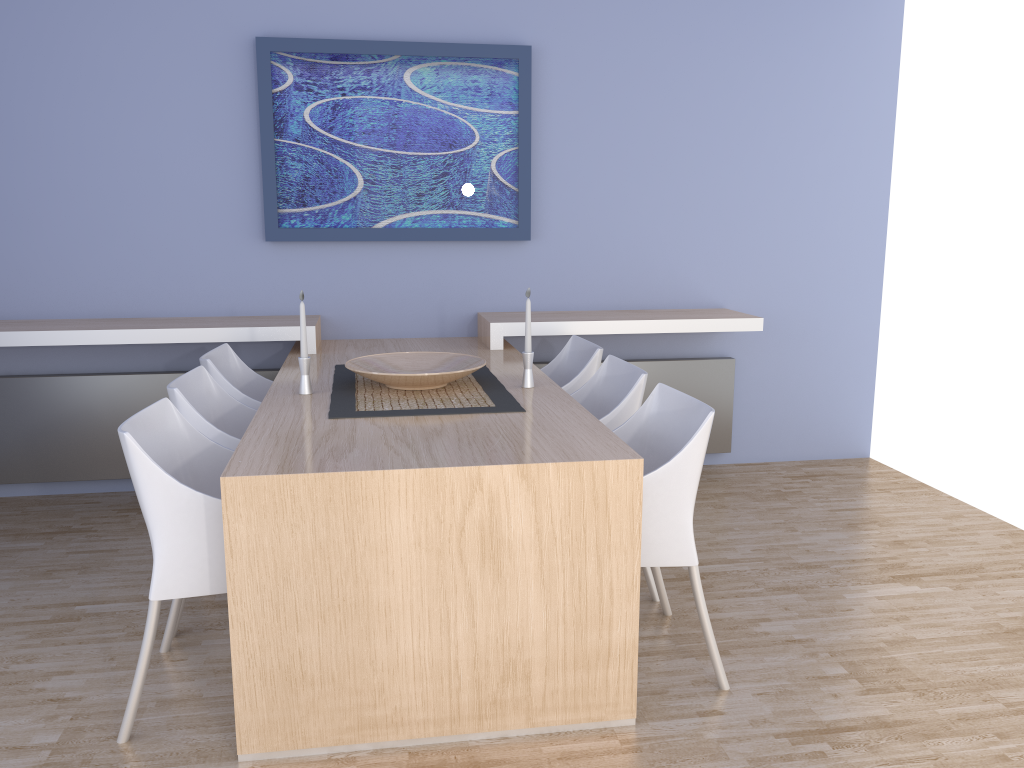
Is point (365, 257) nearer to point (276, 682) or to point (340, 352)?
point (340, 352)

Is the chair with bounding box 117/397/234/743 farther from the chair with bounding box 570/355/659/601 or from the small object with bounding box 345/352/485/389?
the chair with bounding box 570/355/659/601

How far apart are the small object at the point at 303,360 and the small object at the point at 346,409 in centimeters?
9cm

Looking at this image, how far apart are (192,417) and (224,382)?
0.6 meters

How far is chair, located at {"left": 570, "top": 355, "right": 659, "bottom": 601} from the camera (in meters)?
2.95

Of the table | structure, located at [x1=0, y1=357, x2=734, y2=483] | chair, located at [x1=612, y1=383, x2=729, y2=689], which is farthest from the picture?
chair, located at [x1=612, y1=383, x2=729, y2=689]

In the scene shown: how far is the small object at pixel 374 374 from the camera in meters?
2.9 m

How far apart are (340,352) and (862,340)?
2.8 meters

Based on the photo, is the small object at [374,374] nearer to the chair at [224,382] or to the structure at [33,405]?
the chair at [224,382]

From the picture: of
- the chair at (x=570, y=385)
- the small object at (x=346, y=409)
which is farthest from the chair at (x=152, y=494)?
the chair at (x=570, y=385)
